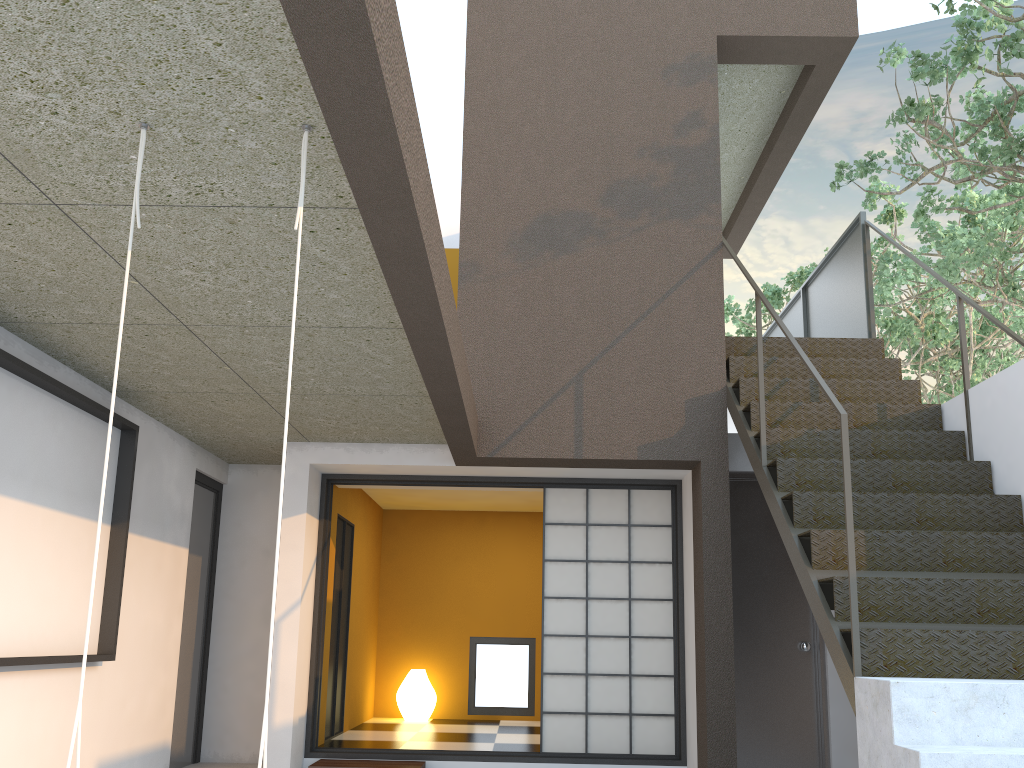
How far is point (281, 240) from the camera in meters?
3.0

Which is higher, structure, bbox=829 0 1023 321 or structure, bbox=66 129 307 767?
structure, bbox=829 0 1023 321

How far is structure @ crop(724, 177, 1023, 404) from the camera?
9.90m

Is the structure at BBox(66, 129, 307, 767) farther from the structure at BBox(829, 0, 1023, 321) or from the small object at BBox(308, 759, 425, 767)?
the structure at BBox(829, 0, 1023, 321)

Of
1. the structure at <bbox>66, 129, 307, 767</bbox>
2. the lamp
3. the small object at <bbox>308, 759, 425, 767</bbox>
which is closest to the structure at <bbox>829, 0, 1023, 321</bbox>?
the small object at <bbox>308, 759, 425, 767</bbox>

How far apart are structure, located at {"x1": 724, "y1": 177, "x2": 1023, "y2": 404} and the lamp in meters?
6.2

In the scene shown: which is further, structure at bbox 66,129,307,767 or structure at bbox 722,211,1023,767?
structure at bbox 722,211,1023,767

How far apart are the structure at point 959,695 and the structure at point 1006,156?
0.4 meters

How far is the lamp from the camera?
8.1 meters

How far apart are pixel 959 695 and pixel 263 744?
2.35m
